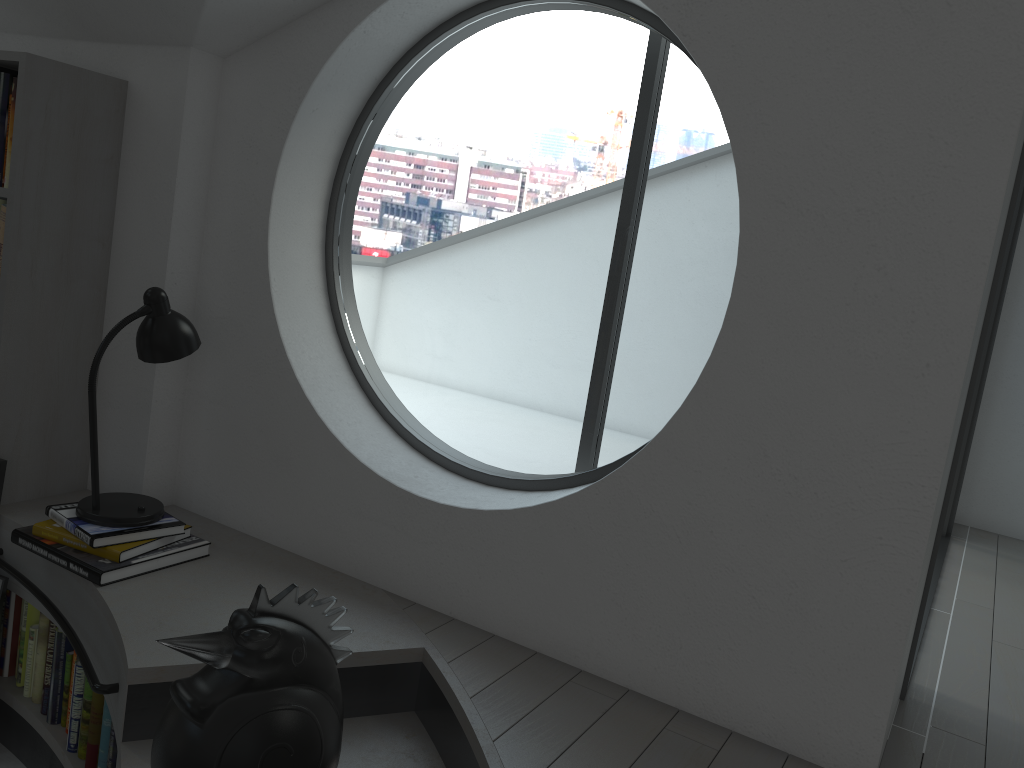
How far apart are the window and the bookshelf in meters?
0.7

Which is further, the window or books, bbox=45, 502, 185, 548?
the window

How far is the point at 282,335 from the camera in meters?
2.7 m

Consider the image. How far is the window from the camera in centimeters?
1961cm

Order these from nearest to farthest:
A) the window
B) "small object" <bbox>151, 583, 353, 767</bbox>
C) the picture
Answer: "small object" <bbox>151, 583, 353, 767</bbox> → the picture → the window

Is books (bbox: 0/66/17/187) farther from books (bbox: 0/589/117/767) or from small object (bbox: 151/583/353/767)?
small object (bbox: 151/583/353/767)

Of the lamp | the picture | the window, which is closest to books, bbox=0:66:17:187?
the lamp

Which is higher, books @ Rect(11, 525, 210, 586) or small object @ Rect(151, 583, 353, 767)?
small object @ Rect(151, 583, 353, 767)

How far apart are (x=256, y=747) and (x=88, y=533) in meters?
1.2 m

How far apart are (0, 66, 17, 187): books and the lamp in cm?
62
